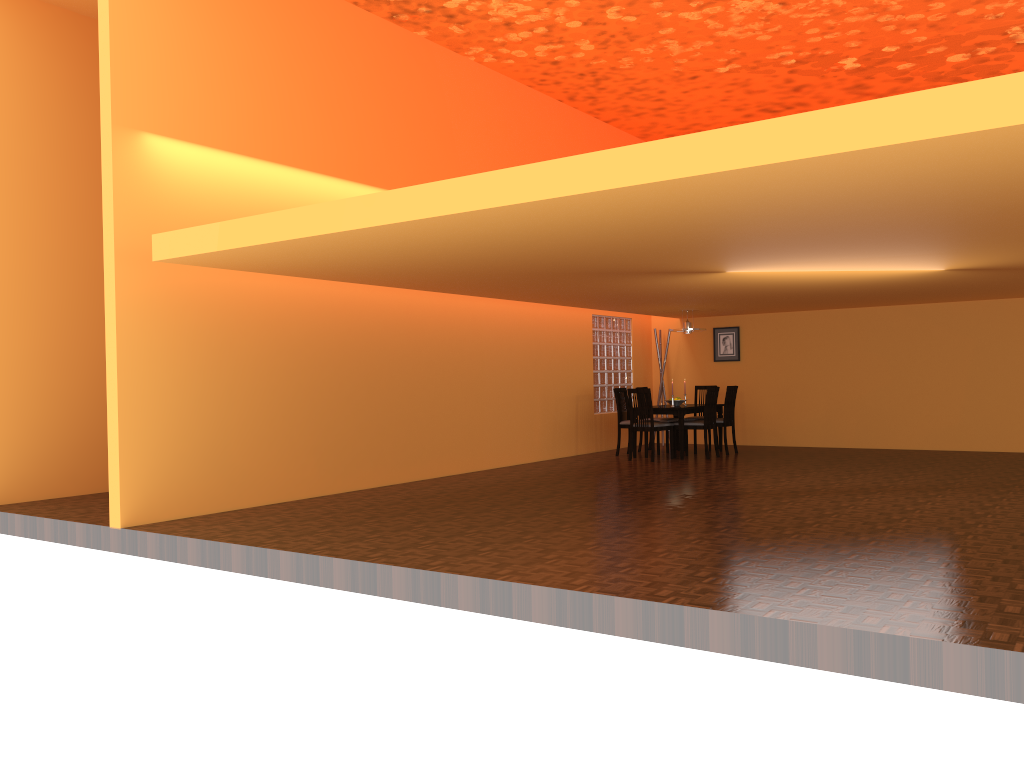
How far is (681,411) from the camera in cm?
978

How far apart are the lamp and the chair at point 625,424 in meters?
1.0

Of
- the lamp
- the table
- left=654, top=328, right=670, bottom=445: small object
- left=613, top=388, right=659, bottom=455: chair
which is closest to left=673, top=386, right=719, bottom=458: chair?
the table

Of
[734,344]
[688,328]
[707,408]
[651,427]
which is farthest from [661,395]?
[651,427]

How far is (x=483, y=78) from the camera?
9.21m

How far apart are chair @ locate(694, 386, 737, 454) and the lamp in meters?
0.8 m

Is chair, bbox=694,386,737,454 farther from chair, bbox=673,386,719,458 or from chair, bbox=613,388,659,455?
chair, bbox=613,388,659,455

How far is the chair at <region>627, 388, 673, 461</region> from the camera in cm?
966

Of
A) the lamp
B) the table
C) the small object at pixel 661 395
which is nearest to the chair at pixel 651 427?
the table

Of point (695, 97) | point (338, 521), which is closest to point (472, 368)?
point (338, 521)
